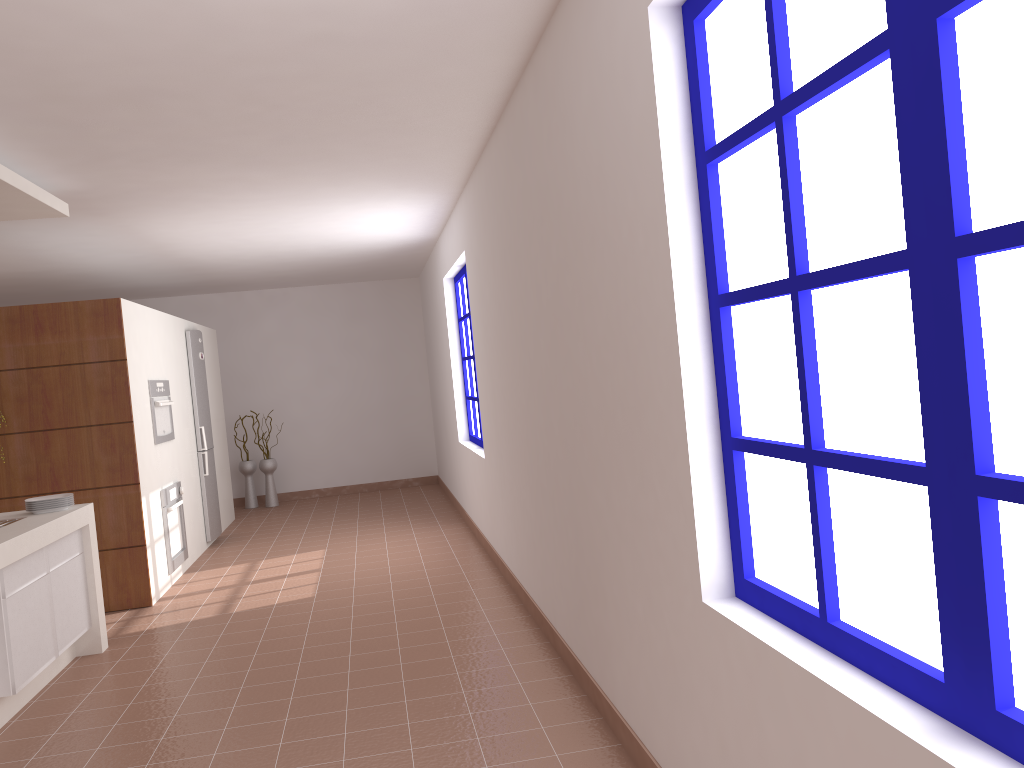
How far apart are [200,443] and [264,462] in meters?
2.3 m

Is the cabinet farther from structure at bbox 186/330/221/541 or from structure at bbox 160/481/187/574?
structure at bbox 186/330/221/541

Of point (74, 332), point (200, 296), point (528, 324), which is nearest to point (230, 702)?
point (528, 324)

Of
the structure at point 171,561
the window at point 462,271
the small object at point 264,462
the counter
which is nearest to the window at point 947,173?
the counter

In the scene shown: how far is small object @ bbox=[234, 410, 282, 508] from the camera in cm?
999

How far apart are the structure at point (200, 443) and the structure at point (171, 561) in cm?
93

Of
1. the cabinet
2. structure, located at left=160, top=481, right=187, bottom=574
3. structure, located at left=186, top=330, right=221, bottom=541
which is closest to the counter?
the cabinet

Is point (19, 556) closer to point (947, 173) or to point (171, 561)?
point (171, 561)

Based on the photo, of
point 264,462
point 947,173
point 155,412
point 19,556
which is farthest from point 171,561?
point 947,173

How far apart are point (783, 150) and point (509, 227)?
2.6 meters
